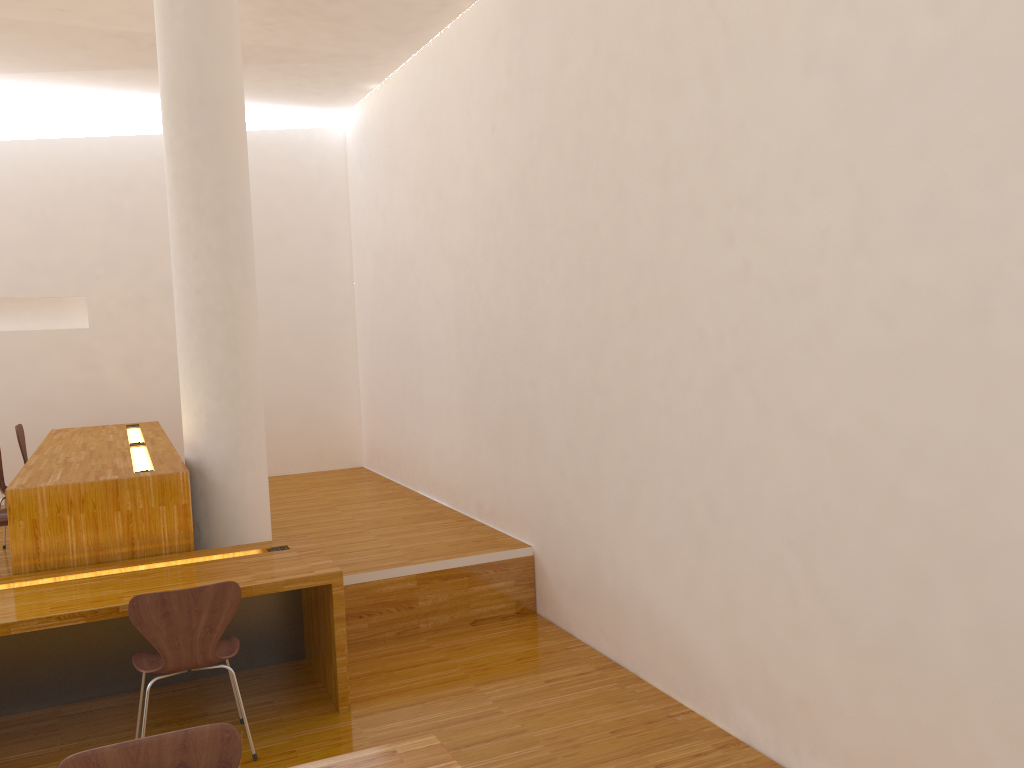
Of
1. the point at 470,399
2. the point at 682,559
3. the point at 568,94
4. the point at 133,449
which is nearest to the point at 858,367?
the point at 682,559

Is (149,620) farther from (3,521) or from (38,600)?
(3,521)

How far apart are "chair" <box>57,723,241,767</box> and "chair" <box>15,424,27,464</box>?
5.1 meters

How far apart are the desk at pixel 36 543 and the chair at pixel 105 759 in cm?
229

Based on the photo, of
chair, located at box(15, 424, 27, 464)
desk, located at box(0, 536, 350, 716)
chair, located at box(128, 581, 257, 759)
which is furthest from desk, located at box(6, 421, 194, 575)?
chair, located at box(128, 581, 257, 759)

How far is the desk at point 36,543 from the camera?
3.9m

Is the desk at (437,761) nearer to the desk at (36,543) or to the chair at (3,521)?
the desk at (36,543)

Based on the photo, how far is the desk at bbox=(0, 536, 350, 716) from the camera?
3.5 meters

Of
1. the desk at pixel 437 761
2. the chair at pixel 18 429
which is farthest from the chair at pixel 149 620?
the chair at pixel 18 429

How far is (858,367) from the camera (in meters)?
2.70
